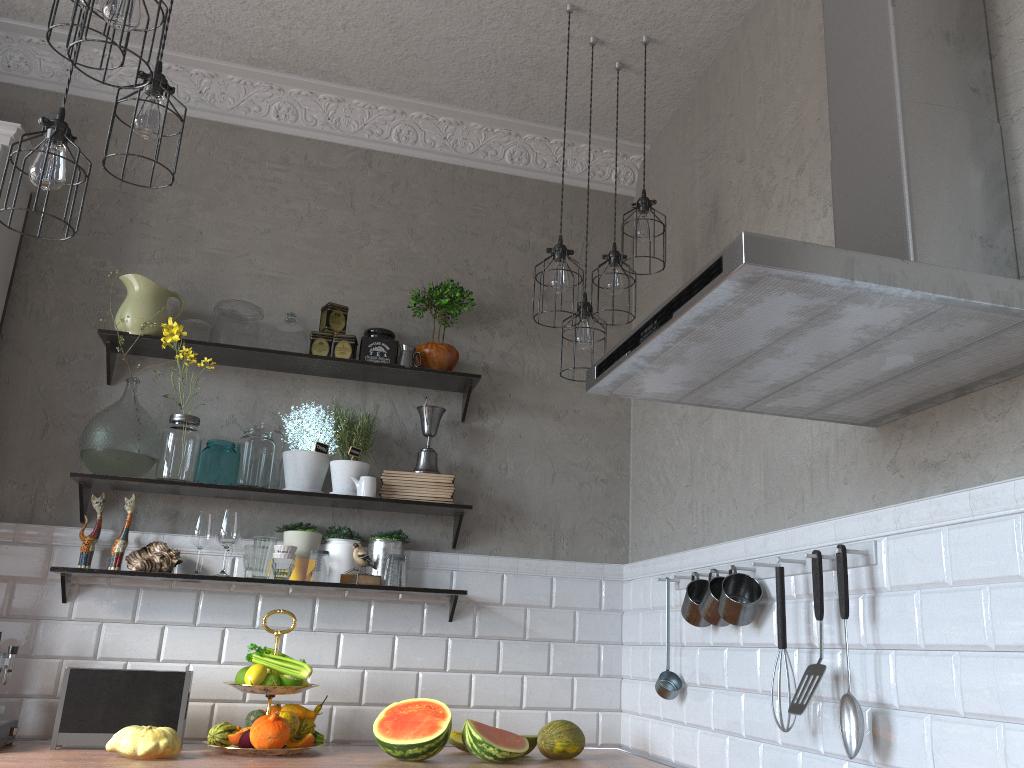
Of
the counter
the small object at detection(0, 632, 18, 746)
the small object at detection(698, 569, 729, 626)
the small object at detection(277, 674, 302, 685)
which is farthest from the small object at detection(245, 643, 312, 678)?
the small object at detection(698, 569, 729, 626)

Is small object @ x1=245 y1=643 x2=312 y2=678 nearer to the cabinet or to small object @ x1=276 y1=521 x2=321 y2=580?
small object @ x1=276 y1=521 x2=321 y2=580

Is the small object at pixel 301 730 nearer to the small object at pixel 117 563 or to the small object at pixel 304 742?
the small object at pixel 304 742

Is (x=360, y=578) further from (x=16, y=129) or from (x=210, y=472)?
(x=16, y=129)

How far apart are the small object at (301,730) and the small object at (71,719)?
0.3m

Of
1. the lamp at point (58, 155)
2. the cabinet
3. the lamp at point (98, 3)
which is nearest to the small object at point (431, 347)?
the cabinet

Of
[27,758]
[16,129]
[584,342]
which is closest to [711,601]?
[584,342]

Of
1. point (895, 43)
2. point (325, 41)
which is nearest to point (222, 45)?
point (325, 41)

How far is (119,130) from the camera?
3.45m

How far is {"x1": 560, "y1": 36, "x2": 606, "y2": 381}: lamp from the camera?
2.8 meters
